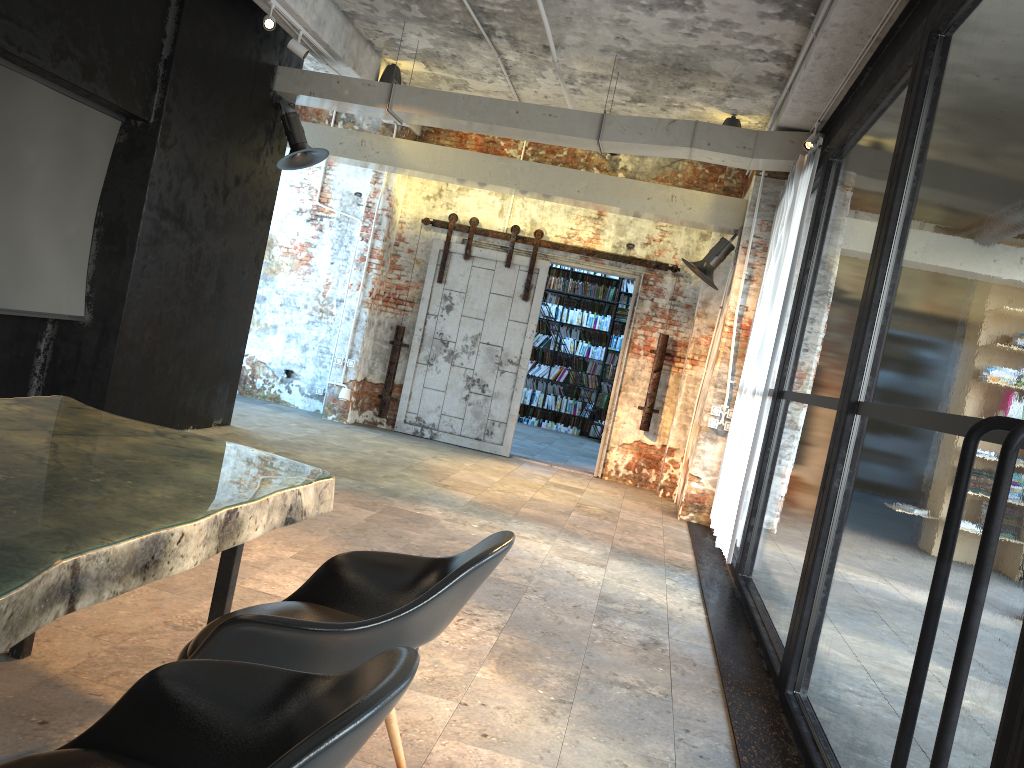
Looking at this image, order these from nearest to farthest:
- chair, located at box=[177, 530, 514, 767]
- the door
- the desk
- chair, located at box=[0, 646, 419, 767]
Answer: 1. chair, located at box=[0, 646, 419, 767]
2. the desk
3. chair, located at box=[177, 530, 514, 767]
4. the door

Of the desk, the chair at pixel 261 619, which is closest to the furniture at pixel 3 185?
the desk

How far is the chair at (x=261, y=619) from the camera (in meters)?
2.01

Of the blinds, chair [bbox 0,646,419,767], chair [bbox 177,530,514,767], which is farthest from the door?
chair [bbox 0,646,419,767]

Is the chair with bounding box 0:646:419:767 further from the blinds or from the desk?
the blinds

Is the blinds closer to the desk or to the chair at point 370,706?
the desk

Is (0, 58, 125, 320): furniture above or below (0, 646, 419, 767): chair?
above

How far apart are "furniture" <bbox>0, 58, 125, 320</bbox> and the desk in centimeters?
299cm

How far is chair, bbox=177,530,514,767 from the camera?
2.01m

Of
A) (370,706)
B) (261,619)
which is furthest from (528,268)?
(370,706)
